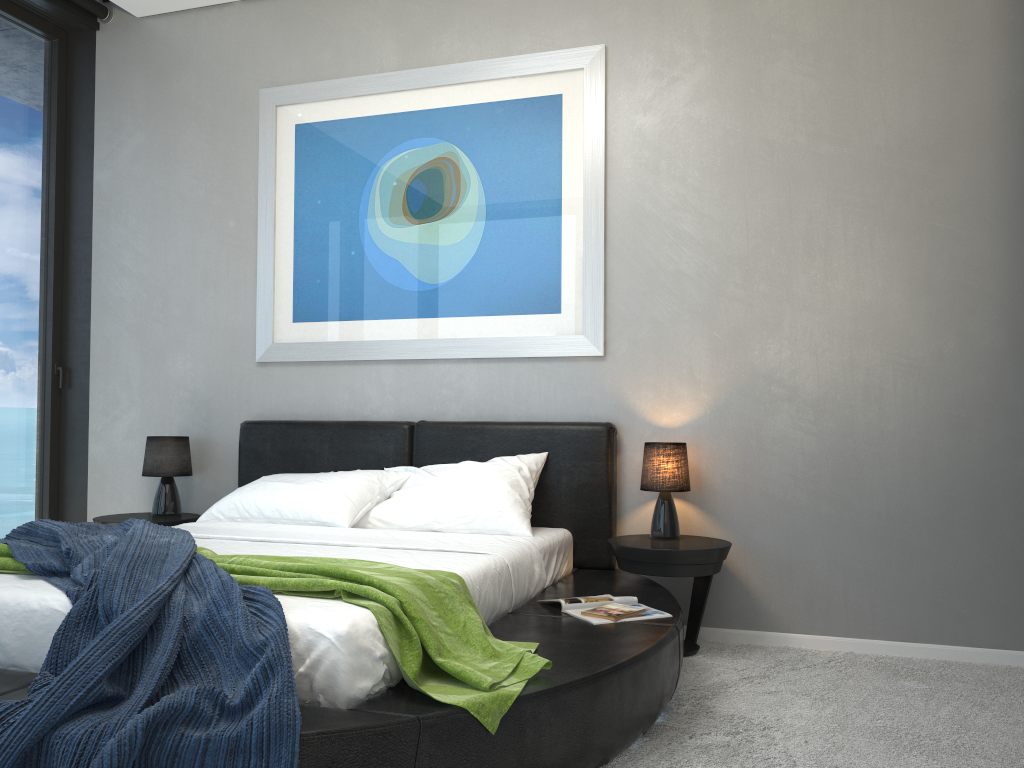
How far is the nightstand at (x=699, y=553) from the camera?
3.4 meters

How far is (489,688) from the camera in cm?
206

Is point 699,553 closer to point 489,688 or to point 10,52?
point 489,688

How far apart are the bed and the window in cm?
110

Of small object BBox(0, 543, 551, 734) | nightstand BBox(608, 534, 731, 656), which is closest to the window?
small object BBox(0, 543, 551, 734)

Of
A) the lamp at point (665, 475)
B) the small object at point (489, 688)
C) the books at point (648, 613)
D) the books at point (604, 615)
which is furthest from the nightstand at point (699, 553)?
the small object at point (489, 688)

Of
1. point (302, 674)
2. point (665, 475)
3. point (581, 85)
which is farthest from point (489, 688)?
point (581, 85)

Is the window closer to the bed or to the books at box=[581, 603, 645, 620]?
the bed

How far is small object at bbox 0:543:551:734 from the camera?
2.1 meters

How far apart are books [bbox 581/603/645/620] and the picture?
1.3m
